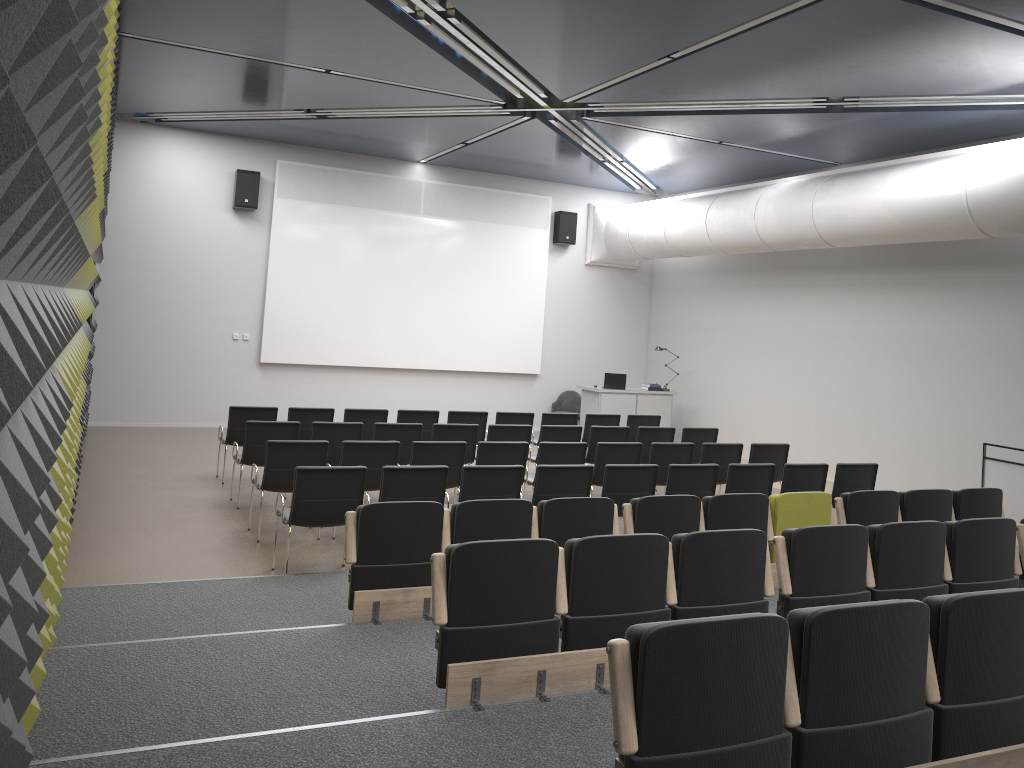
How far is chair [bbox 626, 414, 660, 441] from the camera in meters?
12.5

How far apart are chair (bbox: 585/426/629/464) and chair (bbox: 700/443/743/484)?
1.3 meters

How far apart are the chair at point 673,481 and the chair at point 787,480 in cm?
86

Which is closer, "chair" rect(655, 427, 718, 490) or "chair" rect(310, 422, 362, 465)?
"chair" rect(310, 422, 362, 465)

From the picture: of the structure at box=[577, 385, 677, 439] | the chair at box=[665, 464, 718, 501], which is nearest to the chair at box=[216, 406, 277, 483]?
the chair at box=[665, 464, 718, 501]

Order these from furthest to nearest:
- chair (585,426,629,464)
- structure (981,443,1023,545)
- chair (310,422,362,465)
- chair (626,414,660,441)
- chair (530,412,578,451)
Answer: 1. chair (626,414,660,441)
2. chair (530,412,578,451)
3. chair (585,426,629,464)
4. chair (310,422,362,465)
5. structure (981,443,1023,545)

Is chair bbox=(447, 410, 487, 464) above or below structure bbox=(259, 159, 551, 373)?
below

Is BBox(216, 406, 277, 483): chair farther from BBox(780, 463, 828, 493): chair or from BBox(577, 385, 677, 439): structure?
BBox(577, 385, 677, 439): structure

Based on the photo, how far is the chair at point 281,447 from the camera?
7.89m

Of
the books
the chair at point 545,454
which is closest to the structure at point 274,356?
the books
